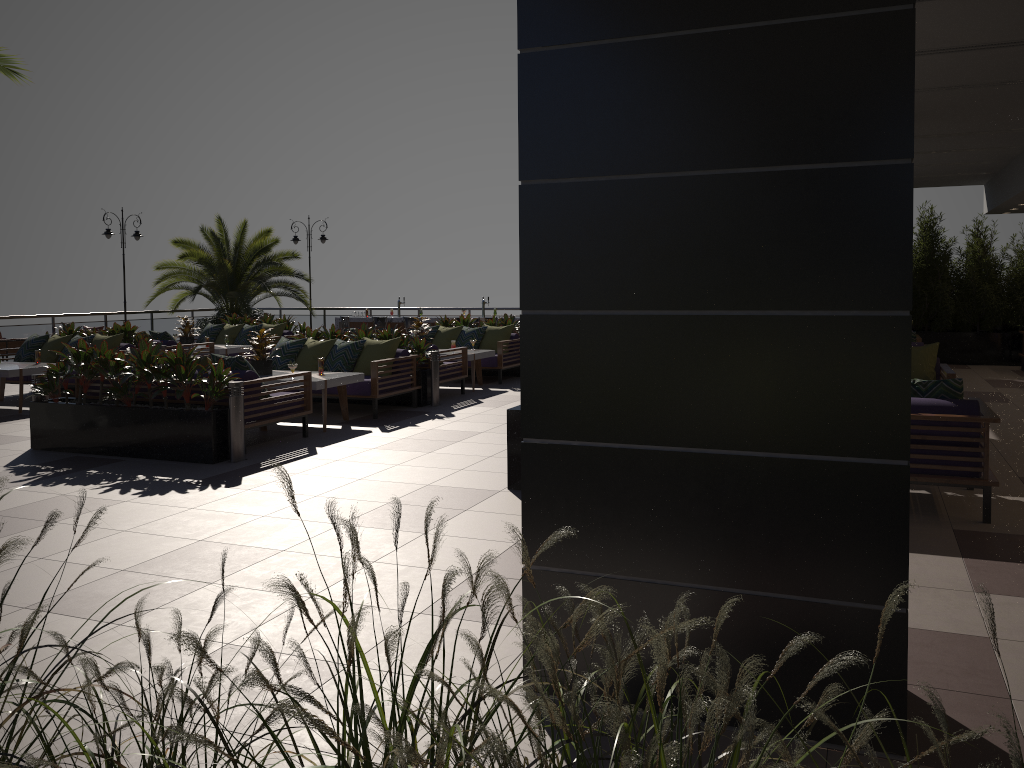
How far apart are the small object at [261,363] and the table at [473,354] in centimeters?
349cm

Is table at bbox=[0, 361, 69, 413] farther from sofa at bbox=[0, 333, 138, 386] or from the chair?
the chair

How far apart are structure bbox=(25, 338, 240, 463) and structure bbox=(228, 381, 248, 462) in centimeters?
10cm

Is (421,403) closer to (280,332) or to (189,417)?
(189,417)

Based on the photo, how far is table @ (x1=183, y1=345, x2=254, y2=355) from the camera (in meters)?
14.39

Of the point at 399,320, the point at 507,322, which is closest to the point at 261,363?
the point at 507,322

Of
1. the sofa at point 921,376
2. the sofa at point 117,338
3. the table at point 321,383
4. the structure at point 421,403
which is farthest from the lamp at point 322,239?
the sofa at point 921,376

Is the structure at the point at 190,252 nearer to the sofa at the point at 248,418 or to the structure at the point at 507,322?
the structure at the point at 507,322

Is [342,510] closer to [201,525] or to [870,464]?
[201,525]

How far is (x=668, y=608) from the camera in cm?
311
